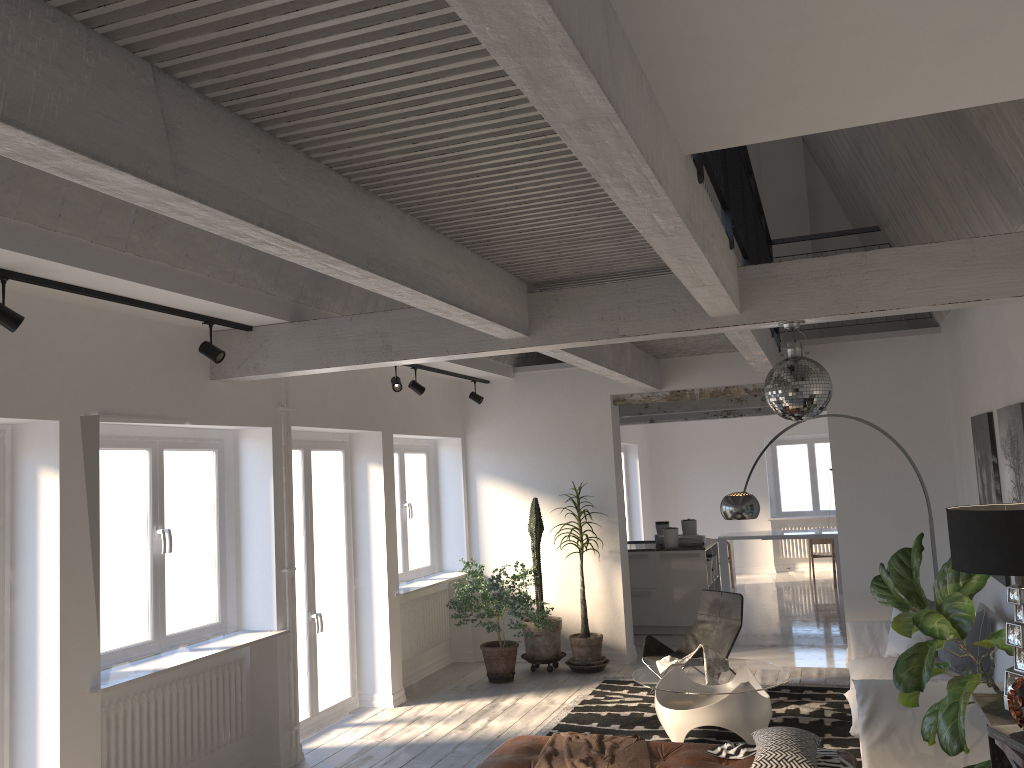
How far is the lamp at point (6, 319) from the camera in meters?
3.9

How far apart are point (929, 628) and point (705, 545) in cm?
662

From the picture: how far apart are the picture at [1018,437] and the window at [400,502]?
5.33m

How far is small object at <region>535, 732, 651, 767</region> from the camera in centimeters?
478cm

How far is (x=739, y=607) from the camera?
7.5m

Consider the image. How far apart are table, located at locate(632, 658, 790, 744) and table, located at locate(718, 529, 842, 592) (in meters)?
6.91

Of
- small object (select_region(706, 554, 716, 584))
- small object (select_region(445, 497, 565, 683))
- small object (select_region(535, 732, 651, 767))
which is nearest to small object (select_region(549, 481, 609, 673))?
small object (select_region(445, 497, 565, 683))

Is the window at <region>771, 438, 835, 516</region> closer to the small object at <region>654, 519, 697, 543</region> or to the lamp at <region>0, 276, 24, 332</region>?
the small object at <region>654, 519, 697, 543</region>

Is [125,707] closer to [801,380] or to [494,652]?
[494,652]

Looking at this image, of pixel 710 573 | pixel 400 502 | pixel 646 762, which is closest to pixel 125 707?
pixel 646 762
